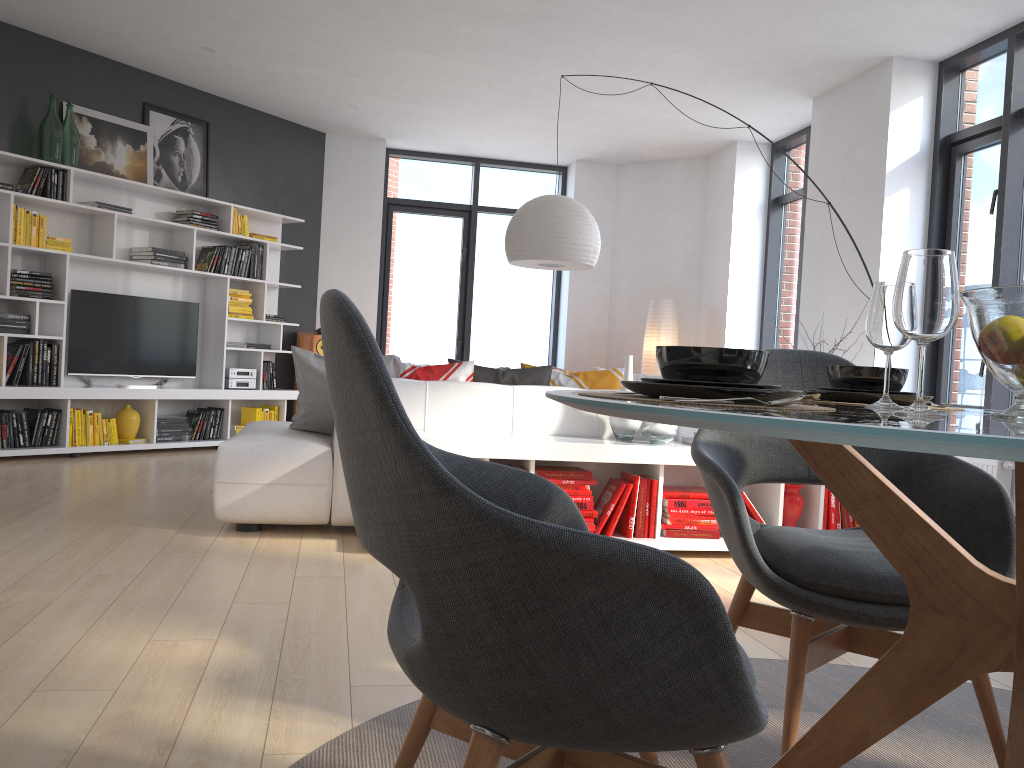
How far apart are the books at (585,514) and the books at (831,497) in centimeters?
114cm

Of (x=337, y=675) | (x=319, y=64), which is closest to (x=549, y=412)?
(x=337, y=675)

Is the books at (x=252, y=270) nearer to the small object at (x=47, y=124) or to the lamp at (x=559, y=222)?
the small object at (x=47, y=124)

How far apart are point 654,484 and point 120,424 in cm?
449

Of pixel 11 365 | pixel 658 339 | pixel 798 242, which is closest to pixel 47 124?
pixel 11 365

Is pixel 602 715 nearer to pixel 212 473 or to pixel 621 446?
pixel 621 446

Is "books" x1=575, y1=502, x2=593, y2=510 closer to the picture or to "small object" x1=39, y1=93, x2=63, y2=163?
"small object" x1=39, y1=93, x2=63, y2=163

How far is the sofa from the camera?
3.9m

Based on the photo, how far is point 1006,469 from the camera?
4.8 meters

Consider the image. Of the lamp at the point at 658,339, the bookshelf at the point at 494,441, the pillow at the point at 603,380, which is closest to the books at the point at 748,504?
the bookshelf at the point at 494,441
